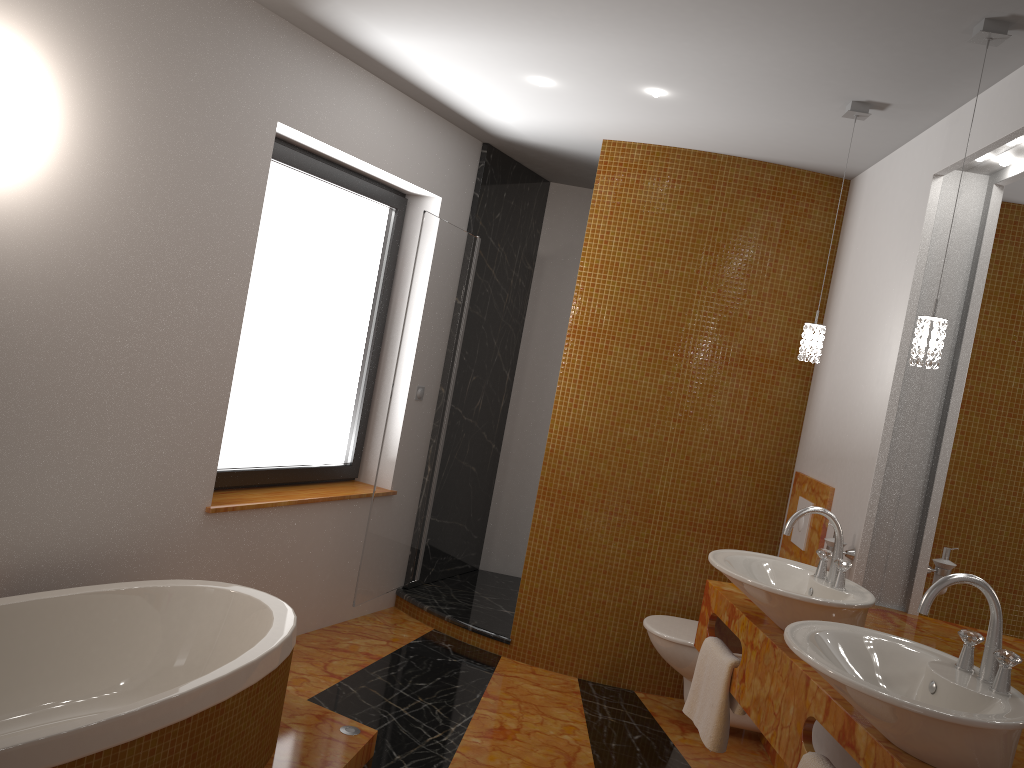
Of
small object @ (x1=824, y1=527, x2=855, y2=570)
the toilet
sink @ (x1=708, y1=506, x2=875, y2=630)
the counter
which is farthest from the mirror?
the toilet

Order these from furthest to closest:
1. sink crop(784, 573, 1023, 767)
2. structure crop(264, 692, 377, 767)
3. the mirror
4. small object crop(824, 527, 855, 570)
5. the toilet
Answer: the toilet, small object crop(824, 527, 855, 570), structure crop(264, 692, 377, 767), the mirror, sink crop(784, 573, 1023, 767)

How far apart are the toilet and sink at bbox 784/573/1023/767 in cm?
164

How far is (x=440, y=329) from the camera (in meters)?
4.41

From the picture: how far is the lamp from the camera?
2.28m

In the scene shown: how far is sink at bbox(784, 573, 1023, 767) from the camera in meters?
1.6

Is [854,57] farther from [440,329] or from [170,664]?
[170,664]

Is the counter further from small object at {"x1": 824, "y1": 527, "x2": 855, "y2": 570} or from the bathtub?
the bathtub

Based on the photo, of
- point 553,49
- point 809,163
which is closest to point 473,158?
point 553,49

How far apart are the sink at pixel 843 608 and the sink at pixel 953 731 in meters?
0.2 m
